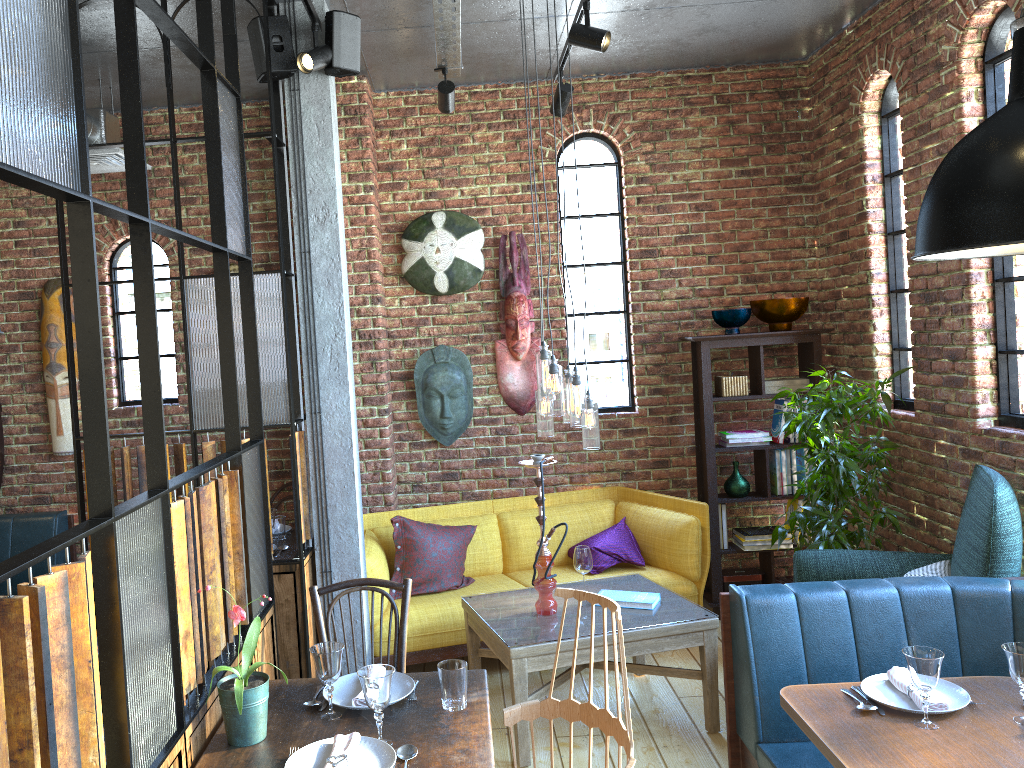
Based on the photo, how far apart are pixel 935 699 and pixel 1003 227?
1.4m

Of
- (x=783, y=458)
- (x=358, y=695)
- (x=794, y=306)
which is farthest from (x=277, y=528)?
(x=794, y=306)

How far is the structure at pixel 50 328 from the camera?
5.32m

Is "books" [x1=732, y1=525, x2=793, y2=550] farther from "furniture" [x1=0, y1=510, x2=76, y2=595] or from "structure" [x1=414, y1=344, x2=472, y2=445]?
"furniture" [x1=0, y1=510, x2=76, y2=595]

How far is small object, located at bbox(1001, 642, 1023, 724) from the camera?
2.4m

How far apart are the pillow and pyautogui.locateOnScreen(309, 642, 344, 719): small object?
2.2m

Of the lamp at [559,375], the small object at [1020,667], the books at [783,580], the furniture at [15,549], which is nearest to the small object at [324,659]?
the lamp at [559,375]

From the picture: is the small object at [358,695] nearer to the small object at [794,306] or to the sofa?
the sofa

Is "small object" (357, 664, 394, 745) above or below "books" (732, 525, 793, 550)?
above

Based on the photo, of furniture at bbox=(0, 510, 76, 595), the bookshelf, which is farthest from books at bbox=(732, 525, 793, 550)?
furniture at bbox=(0, 510, 76, 595)
